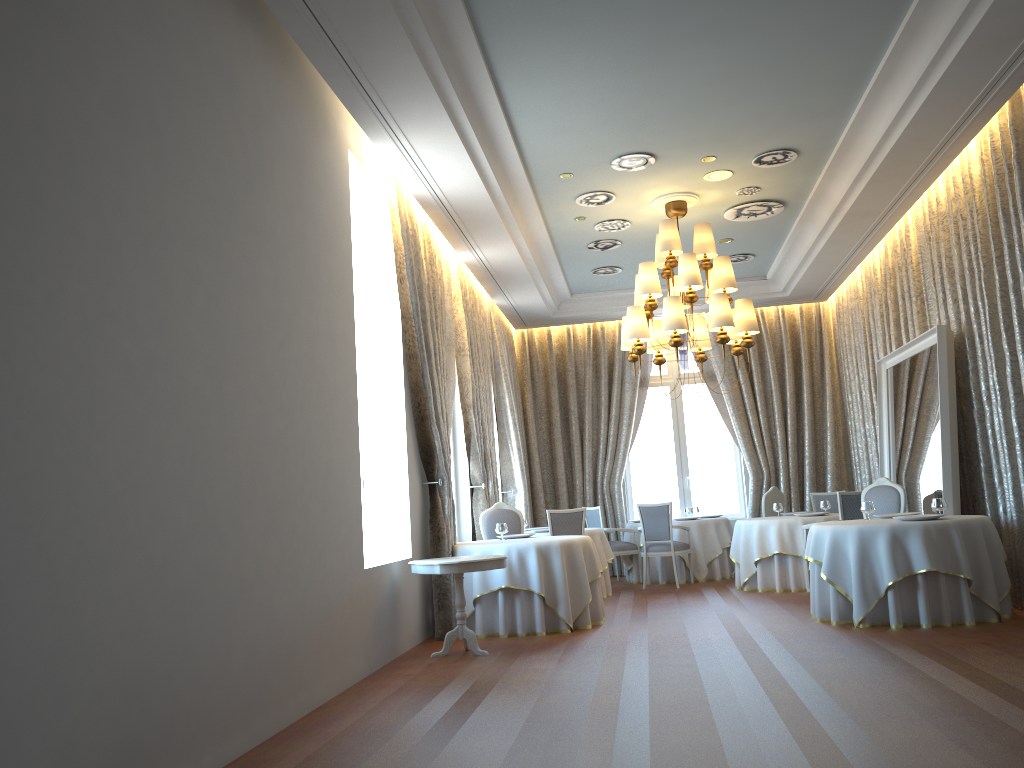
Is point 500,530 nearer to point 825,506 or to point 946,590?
point 946,590

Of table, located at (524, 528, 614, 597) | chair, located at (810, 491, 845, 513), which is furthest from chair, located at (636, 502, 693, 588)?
A: chair, located at (810, 491, 845, 513)

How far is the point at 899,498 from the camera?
8.8m

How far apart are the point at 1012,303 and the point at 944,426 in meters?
1.4 m

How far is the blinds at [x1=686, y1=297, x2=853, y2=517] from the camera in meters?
13.6

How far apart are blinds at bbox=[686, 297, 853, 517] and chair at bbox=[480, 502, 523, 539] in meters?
5.0

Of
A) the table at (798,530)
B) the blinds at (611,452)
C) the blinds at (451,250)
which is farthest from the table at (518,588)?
the blinds at (611,452)

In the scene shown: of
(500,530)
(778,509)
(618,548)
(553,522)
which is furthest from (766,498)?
(500,530)

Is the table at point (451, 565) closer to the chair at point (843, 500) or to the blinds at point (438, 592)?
the blinds at point (438, 592)

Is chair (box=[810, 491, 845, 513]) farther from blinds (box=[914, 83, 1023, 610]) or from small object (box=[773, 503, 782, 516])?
blinds (box=[914, 83, 1023, 610])
